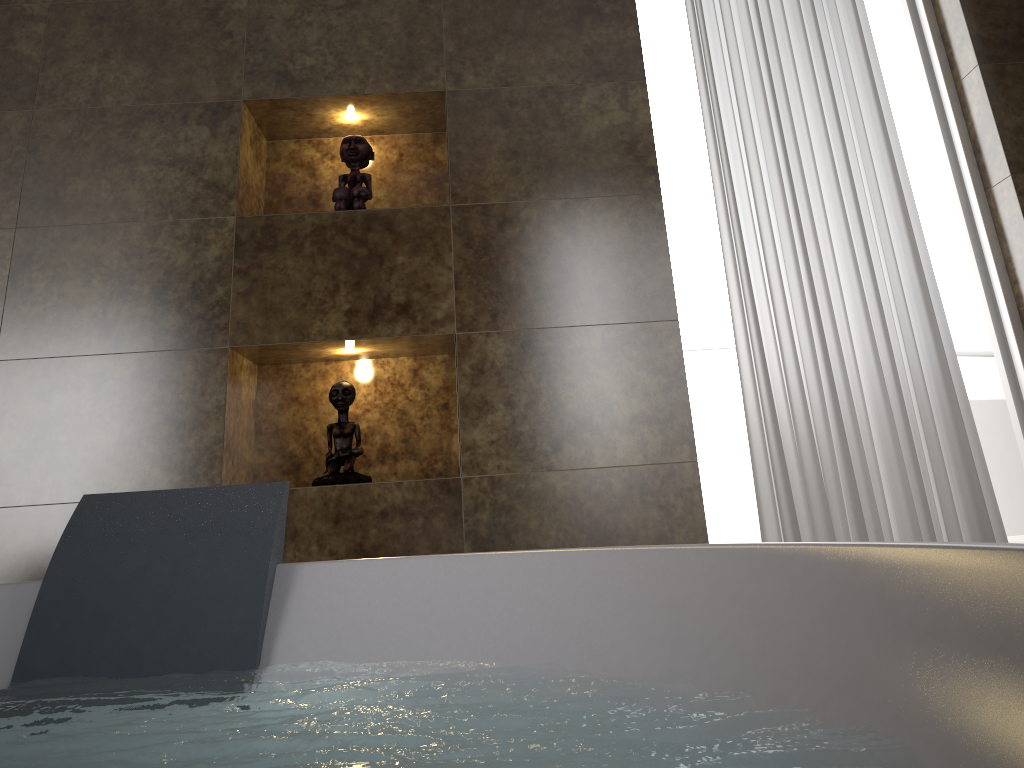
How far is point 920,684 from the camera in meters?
0.7

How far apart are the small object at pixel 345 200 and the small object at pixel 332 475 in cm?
47

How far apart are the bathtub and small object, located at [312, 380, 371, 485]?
0.8 meters

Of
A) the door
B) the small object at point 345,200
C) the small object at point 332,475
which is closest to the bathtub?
the small object at point 332,475

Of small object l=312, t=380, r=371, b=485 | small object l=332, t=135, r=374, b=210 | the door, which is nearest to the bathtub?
small object l=312, t=380, r=371, b=485

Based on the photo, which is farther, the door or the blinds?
the door

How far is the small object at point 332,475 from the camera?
2.2m

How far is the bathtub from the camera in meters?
0.7 m

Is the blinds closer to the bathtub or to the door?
the door

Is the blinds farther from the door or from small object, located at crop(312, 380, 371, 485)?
small object, located at crop(312, 380, 371, 485)
